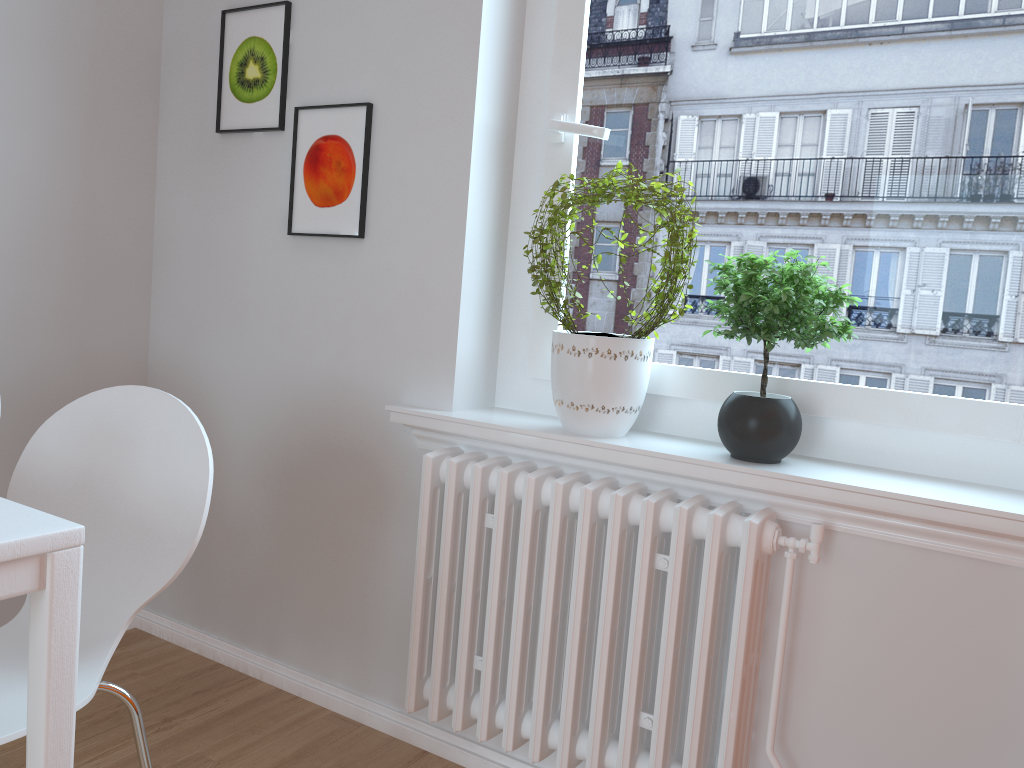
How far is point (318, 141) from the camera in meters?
2.2

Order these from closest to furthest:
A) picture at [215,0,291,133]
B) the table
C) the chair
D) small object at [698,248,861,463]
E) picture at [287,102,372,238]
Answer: the table → the chair → small object at [698,248,861,463] → picture at [287,102,372,238] → picture at [215,0,291,133]

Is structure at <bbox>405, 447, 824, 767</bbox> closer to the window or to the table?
the window

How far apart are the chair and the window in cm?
85

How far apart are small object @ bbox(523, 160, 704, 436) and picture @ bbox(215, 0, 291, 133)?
0.8 meters

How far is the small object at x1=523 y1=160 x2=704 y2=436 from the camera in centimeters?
178cm

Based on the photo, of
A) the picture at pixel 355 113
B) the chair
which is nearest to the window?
the picture at pixel 355 113

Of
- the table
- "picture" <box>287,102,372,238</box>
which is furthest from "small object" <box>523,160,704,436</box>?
the table

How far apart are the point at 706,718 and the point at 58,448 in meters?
1.3

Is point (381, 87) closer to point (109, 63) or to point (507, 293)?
point (507, 293)
